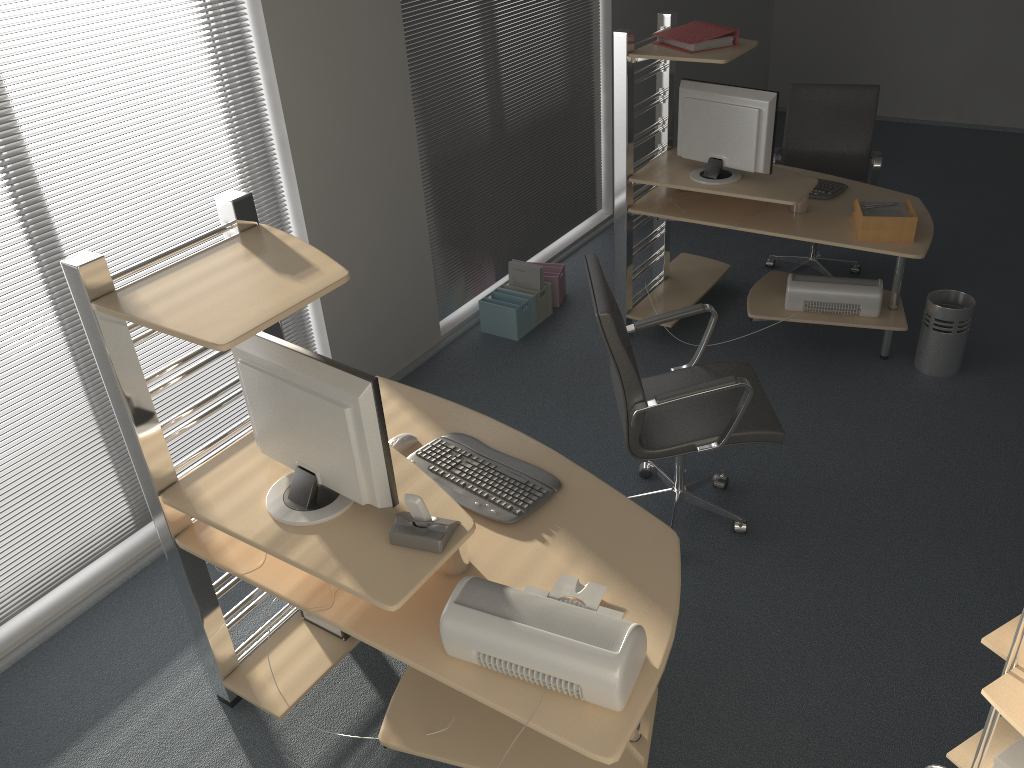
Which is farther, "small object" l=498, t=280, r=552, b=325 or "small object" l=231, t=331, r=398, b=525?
"small object" l=498, t=280, r=552, b=325

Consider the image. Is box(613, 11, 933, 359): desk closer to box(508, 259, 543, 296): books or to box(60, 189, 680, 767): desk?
box(508, 259, 543, 296): books

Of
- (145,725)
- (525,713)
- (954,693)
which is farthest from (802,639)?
(145,725)

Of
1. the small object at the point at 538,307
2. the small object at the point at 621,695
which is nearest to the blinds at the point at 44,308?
the small object at the point at 538,307

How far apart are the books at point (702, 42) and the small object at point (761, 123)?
0.2 meters

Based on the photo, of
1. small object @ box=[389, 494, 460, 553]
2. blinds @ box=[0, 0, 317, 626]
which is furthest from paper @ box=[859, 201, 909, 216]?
small object @ box=[389, 494, 460, 553]

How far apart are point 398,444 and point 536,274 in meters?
2.4 m

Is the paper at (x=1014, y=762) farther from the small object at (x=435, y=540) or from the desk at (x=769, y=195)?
the desk at (x=769, y=195)

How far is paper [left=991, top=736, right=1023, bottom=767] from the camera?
1.3 meters

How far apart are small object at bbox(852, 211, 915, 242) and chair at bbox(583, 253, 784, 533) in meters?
1.0
